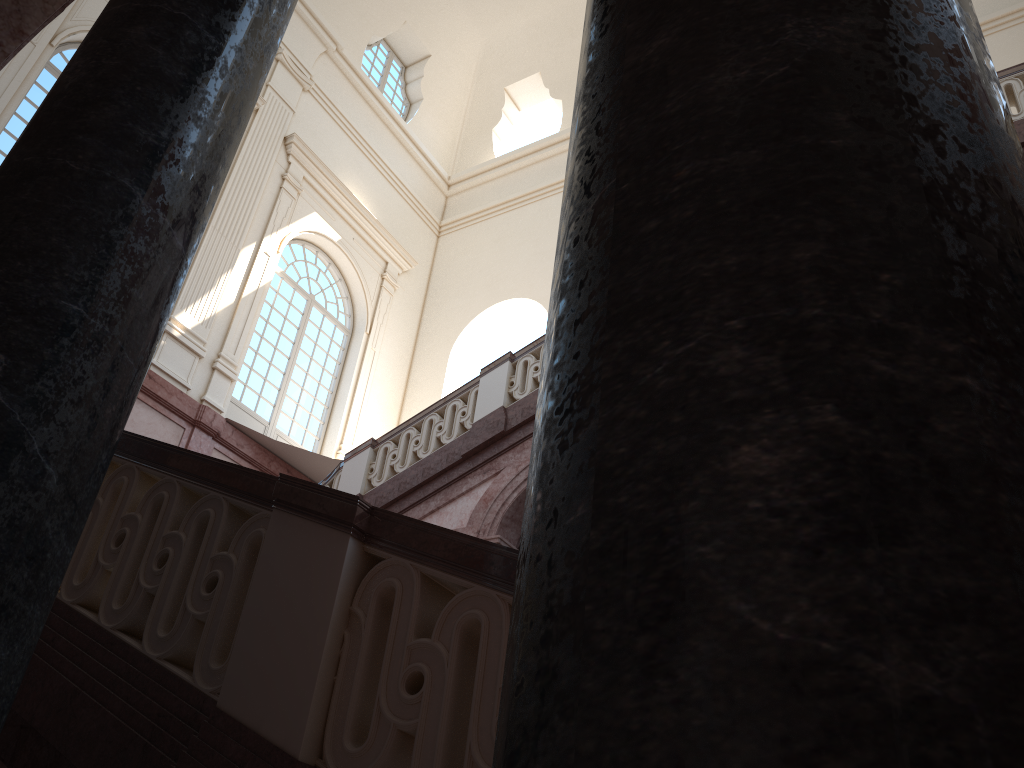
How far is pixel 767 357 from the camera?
0.5m

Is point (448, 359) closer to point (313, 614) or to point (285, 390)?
point (285, 390)

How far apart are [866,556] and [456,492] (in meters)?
8.28
